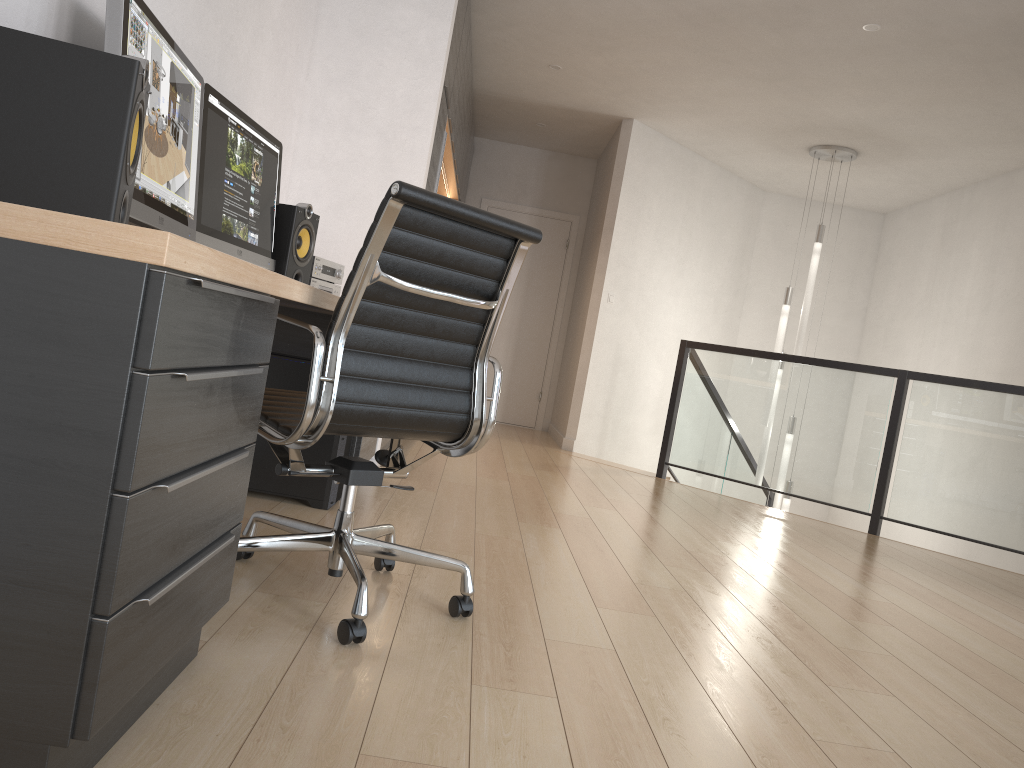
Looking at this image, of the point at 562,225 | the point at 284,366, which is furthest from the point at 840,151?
the point at 284,366

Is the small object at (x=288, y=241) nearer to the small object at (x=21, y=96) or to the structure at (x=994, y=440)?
the small object at (x=21, y=96)

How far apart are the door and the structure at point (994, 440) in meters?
2.2 m

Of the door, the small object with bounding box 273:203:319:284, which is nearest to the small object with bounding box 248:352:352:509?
the small object with bounding box 273:203:319:284

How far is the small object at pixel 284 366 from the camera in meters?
3.2

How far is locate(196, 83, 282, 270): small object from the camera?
2.57m

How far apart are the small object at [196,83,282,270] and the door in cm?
553

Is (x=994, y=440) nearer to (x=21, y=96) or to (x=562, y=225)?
(x=562, y=225)

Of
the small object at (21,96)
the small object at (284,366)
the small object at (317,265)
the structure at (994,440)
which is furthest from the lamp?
the small object at (21,96)

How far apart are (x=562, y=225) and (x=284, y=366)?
5.8 meters
